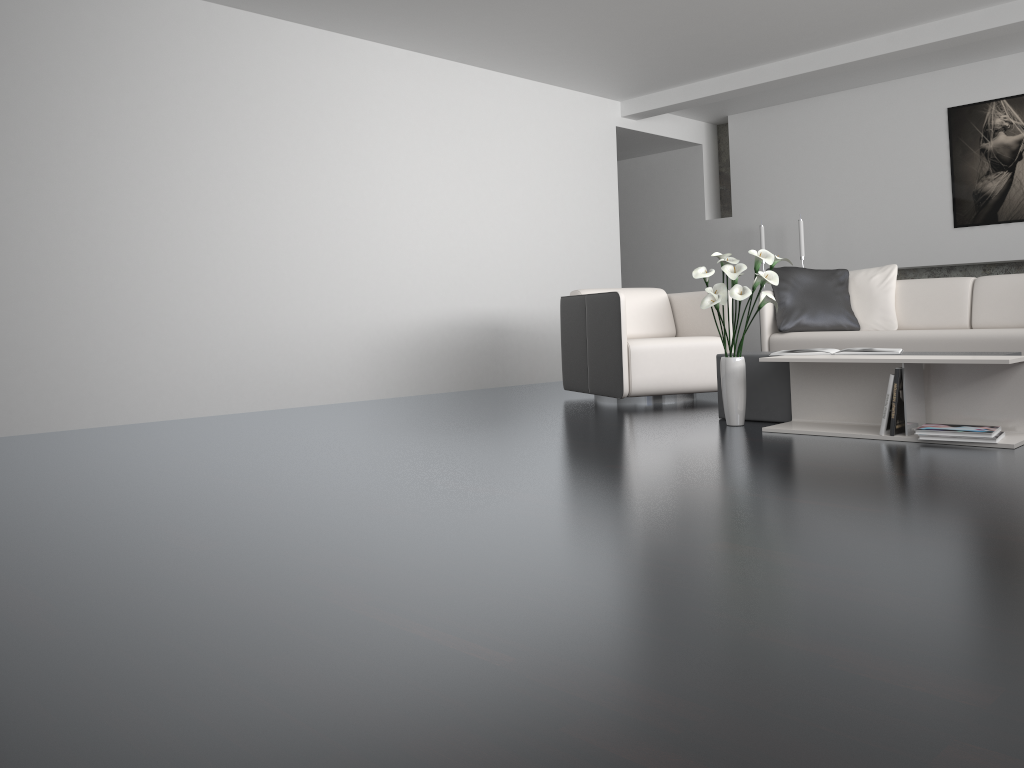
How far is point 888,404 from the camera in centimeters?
344cm

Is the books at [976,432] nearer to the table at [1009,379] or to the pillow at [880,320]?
the table at [1009,379]

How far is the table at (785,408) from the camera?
4.1m

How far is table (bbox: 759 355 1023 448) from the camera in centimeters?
339cm

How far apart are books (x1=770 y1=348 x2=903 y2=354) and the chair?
A: 1.2m

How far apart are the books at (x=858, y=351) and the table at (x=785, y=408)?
0.16m

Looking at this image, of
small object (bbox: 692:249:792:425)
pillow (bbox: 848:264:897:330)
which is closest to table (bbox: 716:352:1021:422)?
small object (bbox: 692:249:792:425)

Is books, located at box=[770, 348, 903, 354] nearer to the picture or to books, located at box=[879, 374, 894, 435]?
Answer: books, located at box=[879, 374, 894, 435]

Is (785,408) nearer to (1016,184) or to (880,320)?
(880,320)

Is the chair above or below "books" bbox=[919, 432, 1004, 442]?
above
